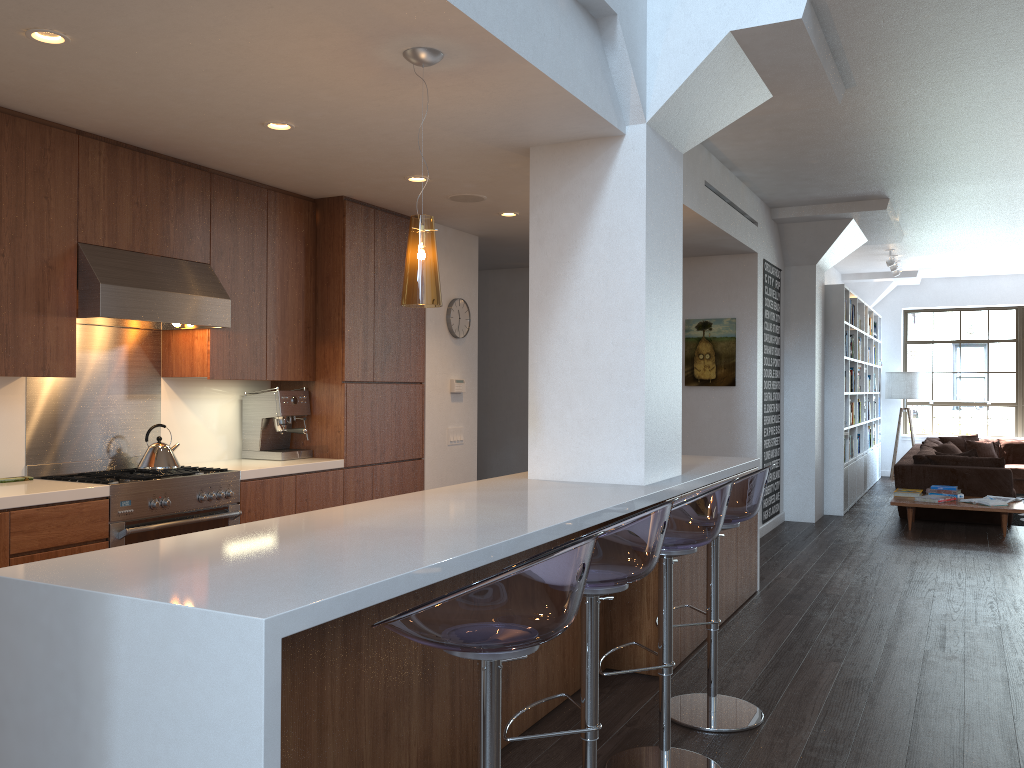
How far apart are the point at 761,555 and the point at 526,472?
3.1 meters

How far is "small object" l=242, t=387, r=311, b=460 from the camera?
5.39m

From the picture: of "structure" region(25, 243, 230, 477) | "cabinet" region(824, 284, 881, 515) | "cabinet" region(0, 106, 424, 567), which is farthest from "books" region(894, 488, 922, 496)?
"structure" region(25, 243, 230, 477)

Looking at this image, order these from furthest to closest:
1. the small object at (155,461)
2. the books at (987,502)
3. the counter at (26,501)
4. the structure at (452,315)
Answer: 1. the books at (987,502)
2. the structure at (452,315)
3. the small object at (155,461)
4. the counter at (26,501)

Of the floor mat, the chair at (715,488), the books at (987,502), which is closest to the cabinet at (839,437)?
the books at (987,502)

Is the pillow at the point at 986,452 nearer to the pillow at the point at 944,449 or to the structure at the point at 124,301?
the pillow at the point at 944,449

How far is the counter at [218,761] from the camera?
1.8 meters

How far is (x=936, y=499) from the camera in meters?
8.2

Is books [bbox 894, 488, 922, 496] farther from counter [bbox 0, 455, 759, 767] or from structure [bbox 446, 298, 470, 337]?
structure [bbox 446, 298, 470, 337]

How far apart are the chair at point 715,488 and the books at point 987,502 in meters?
6.1
